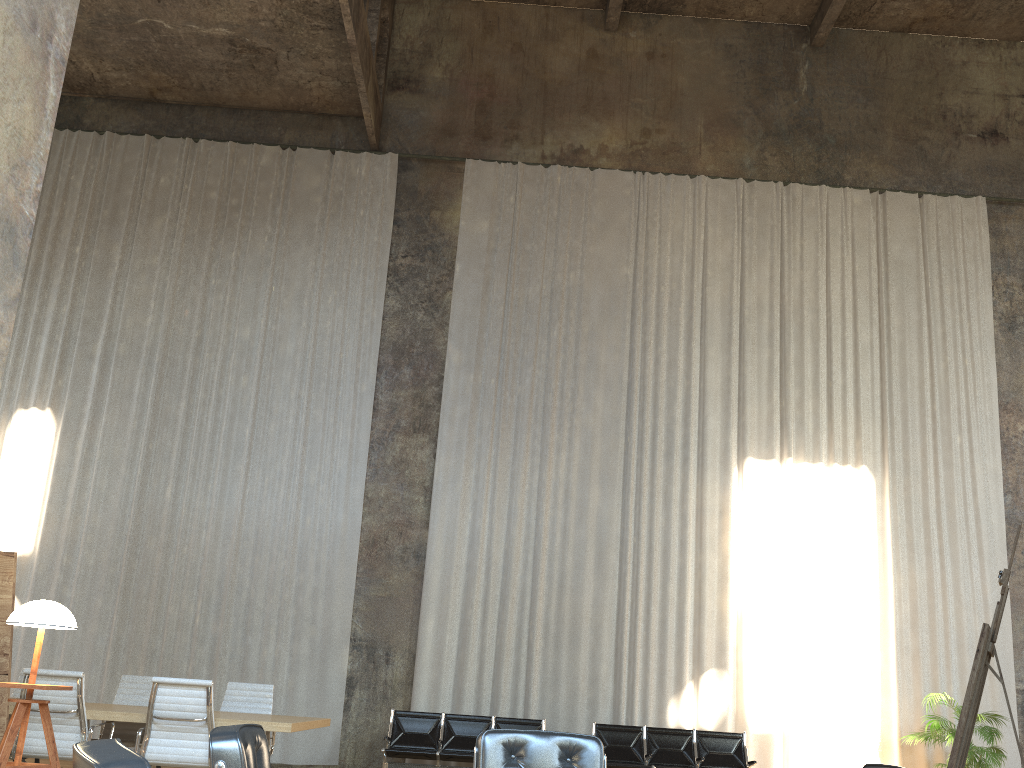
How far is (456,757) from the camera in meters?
9.5 m

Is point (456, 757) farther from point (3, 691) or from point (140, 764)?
point (140, 764)

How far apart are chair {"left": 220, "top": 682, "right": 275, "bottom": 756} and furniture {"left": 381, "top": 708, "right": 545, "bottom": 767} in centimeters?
206cm

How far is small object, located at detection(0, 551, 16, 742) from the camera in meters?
3.9

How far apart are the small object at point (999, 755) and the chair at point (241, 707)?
7.57m

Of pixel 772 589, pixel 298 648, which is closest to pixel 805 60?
pixel 772 589

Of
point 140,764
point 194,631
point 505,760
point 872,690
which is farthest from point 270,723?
point 872,690

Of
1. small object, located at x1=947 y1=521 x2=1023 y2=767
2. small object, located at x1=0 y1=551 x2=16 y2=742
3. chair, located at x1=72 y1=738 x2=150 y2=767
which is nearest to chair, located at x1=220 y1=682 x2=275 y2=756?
small object, located at x1=0 y1=551 x2=16 y2=742

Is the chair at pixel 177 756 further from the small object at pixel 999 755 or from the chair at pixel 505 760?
the small object at pixel 999 755

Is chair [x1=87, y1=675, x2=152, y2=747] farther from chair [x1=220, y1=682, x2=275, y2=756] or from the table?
chair [x1=220, y1=682, x2=275, y2=756]
